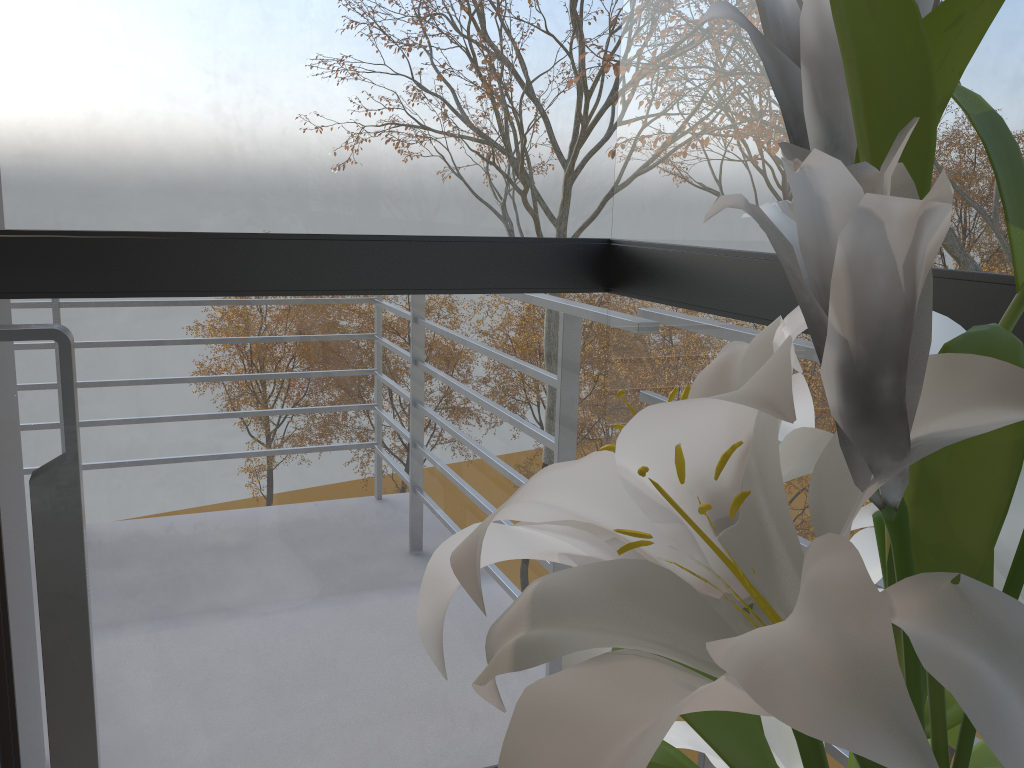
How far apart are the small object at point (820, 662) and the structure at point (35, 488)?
0.75m

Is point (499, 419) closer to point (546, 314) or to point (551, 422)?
point (551, 422)

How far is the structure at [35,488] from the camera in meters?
1.0 m

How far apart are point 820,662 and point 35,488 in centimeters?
98cm

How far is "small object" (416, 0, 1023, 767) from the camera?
0.2m

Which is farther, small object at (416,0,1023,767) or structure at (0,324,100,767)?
structure at (0,324,100,767)

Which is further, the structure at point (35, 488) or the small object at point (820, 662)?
the structure at point (35, 488)

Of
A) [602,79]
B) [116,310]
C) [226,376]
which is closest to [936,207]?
[116,310]

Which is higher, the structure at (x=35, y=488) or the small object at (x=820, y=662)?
the small object at (x=820, y=662)

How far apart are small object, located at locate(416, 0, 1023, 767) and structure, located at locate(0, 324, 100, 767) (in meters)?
0.75
